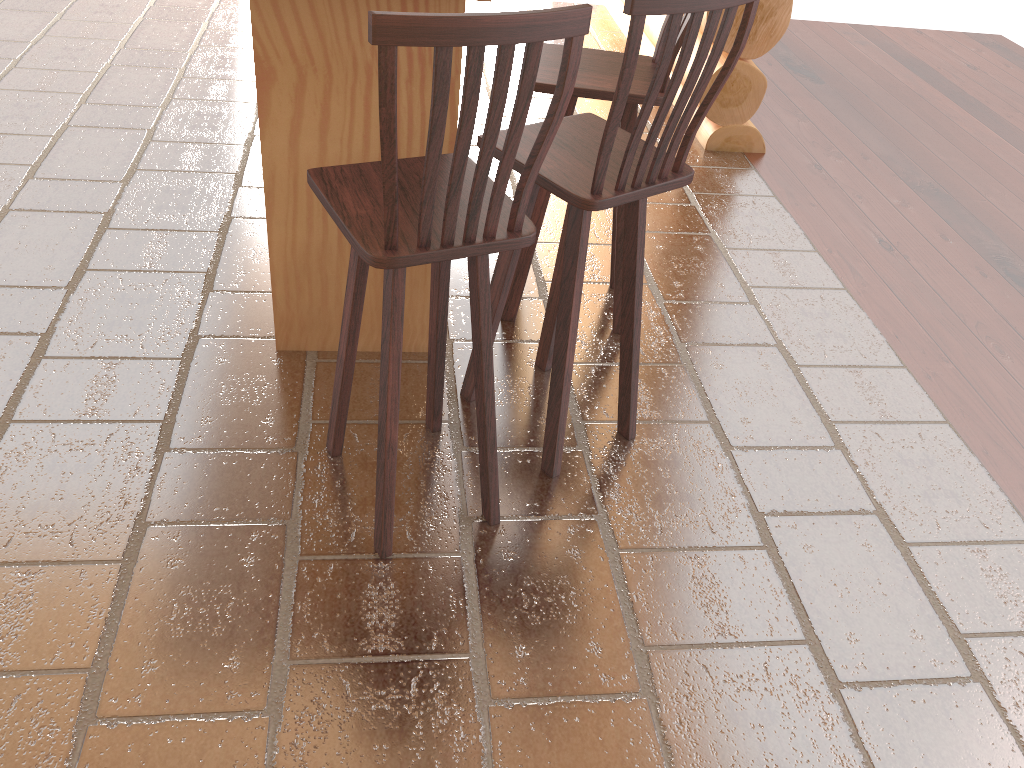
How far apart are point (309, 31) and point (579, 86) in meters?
0.8 m

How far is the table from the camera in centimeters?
226cm

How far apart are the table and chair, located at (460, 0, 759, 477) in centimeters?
25cm

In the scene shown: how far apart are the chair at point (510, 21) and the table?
0.4 meters

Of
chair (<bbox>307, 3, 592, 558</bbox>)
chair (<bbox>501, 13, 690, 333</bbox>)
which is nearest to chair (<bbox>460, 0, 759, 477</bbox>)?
chair (<bbox>307, 3, 592, 558</bbox>)

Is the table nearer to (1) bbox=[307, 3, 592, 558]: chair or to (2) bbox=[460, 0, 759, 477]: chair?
(2) bbox=[460, 0, 759, 477]: chair

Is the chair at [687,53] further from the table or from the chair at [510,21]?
the table

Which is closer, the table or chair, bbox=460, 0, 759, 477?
chair, bbox=460, 0, 759, 477

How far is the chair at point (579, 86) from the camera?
2.6m

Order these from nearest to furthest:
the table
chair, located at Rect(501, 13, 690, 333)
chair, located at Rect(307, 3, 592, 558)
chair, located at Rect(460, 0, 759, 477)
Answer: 1. chair, located at Rect(307, 3, 592, 558)
2. chair, located at Rect(460, 0, 759, 477)
3. the table
4. chair, located at Rect(501, 13, 690, 333)
